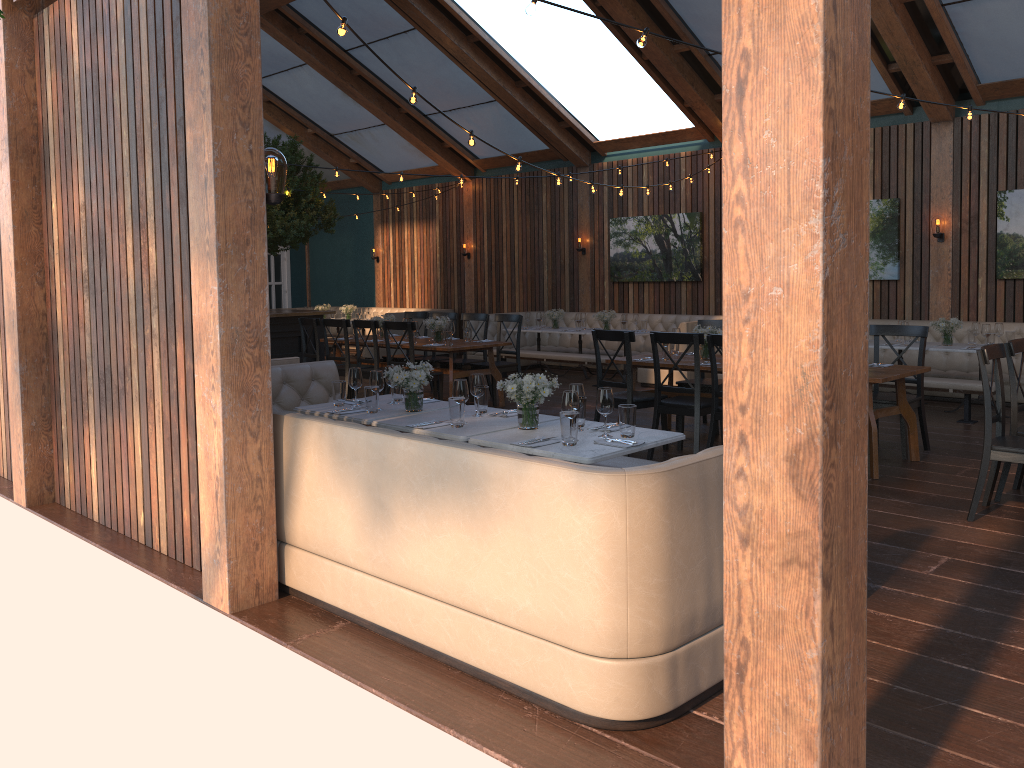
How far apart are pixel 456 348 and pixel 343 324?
1.4m

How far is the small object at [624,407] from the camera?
4.4m

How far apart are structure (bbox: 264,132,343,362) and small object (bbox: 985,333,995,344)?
8.4 meters

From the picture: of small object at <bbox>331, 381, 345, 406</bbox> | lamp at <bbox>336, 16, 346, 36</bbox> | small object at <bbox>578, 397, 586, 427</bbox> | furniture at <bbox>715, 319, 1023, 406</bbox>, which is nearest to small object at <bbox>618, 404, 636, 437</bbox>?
small object at <bbox>578, 397, 586, 427</bbox>

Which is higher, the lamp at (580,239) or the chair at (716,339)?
the lamp at (580,239)

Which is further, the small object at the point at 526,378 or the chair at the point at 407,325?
the chair at the point at 407,325

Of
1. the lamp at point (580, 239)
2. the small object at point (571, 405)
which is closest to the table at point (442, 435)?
the small object at point (571, 405)

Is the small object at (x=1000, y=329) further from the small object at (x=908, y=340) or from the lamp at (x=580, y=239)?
the lamp at (x=580, y=239)

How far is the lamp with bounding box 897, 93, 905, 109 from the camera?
6.17m

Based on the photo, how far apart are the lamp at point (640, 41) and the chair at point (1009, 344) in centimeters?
293cm
